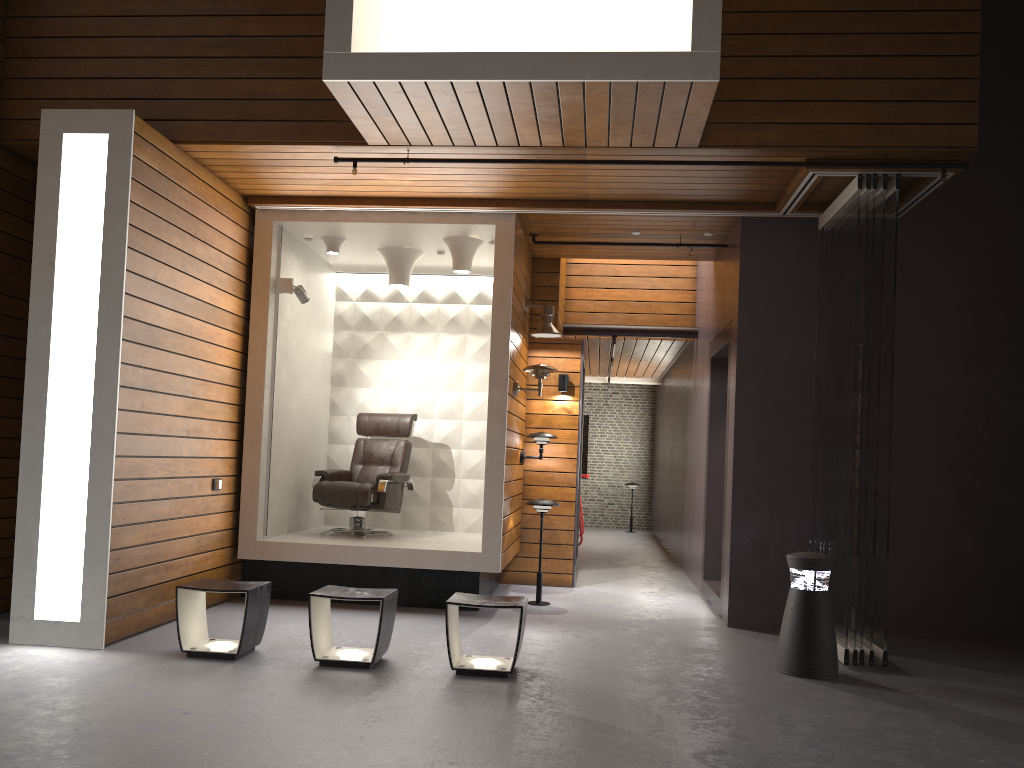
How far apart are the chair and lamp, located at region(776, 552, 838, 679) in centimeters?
341cm

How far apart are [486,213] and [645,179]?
1.33m

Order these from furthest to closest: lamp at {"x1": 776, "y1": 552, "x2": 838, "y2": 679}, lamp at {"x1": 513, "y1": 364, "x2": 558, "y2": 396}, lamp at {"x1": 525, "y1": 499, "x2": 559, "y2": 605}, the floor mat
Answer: lamp at {"x1": 525, "y1": 499, "x2": 559, "y2": 605} → lamp at {"x1": 513, "y1": 364, "x2": 558, "y2": 396} → the floor mat → lamp at {"x1": 776, "y1": 552, "x2": 838, "y2": 679}

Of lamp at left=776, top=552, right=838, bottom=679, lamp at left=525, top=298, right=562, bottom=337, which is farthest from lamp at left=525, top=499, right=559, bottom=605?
lamp at left=776, top=552, right=838, bottom=679

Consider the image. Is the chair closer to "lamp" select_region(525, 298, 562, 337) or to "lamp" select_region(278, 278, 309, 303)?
"lamp" select_region(525, 298, 562, 337)

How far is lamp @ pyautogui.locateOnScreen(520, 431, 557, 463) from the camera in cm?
776

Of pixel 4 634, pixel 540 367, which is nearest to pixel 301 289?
pixel 540 367

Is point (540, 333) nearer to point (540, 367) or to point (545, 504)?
point (540, 367)

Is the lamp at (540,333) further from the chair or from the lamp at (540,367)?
the chair

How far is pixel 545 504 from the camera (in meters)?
7.05
